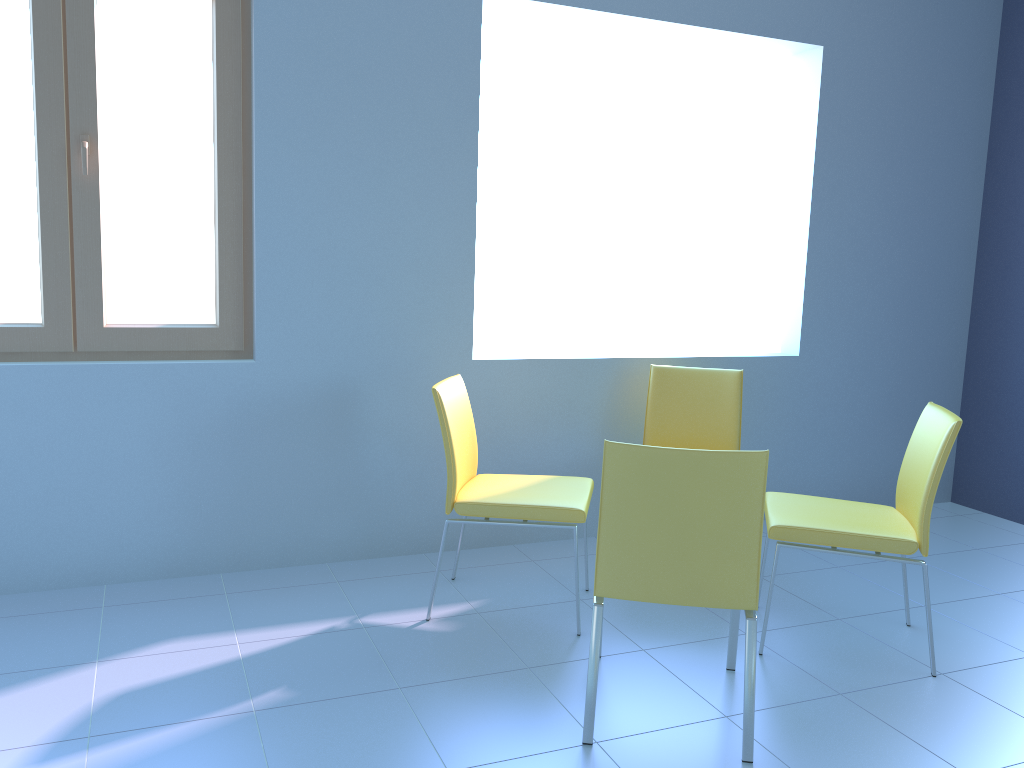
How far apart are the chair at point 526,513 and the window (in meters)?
0.72

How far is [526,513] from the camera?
2.6 meters

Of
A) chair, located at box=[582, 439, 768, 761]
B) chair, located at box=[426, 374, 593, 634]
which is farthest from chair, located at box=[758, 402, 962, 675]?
chair, located at box=[426, 374, 593, 634]

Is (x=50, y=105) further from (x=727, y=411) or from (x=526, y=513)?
(x=727, y=411)

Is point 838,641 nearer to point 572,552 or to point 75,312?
point 572,552

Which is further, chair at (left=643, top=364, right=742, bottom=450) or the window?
chair at (left=643, top=364, right=742, bottom=450)

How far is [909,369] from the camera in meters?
4.0

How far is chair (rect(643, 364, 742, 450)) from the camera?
3.3 meters

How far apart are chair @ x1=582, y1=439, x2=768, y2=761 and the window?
1.5m

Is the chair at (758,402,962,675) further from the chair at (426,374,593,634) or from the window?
the window
